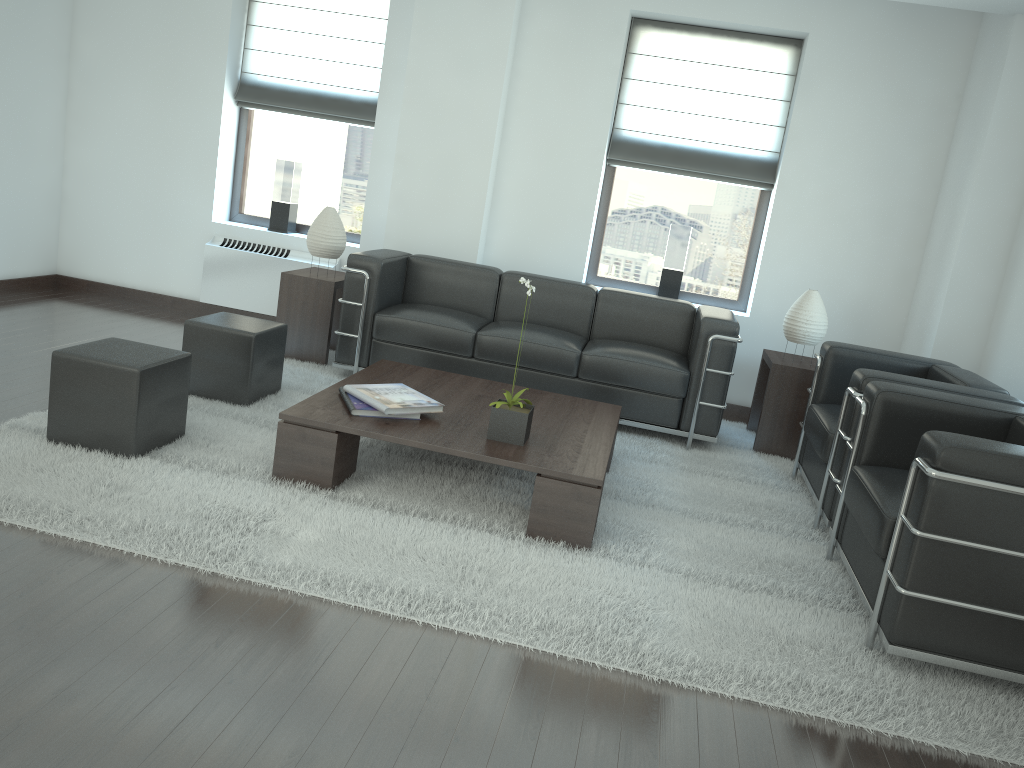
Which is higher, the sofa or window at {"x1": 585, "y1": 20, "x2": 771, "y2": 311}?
window at {"x1": 585, "y1": 20, "x2": 771, "y2": 311}

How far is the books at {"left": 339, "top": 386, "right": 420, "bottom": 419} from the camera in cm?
542

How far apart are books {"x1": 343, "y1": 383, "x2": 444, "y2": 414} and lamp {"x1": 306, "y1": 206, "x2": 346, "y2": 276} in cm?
278

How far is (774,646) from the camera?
4.3m

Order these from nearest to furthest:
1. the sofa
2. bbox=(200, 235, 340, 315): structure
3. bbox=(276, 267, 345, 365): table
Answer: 1. the sofa
2. bbox=(276, 267, 345, 365): table
3. bbox=(200, 235, 340, 315): structure

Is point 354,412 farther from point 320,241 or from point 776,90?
point 776,90

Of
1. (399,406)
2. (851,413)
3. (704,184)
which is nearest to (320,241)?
(399,406)

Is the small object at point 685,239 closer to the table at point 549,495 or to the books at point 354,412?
the table at point 549,495

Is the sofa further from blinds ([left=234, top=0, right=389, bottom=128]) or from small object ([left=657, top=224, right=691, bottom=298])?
blinds ([left=234, top=0, right=389, bottom=128])

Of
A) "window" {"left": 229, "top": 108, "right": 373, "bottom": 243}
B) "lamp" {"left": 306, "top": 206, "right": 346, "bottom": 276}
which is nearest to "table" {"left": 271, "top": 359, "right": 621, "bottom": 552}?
"lamp" {"left": 306, "top": 206, "right": 346, "bottom": 276}
